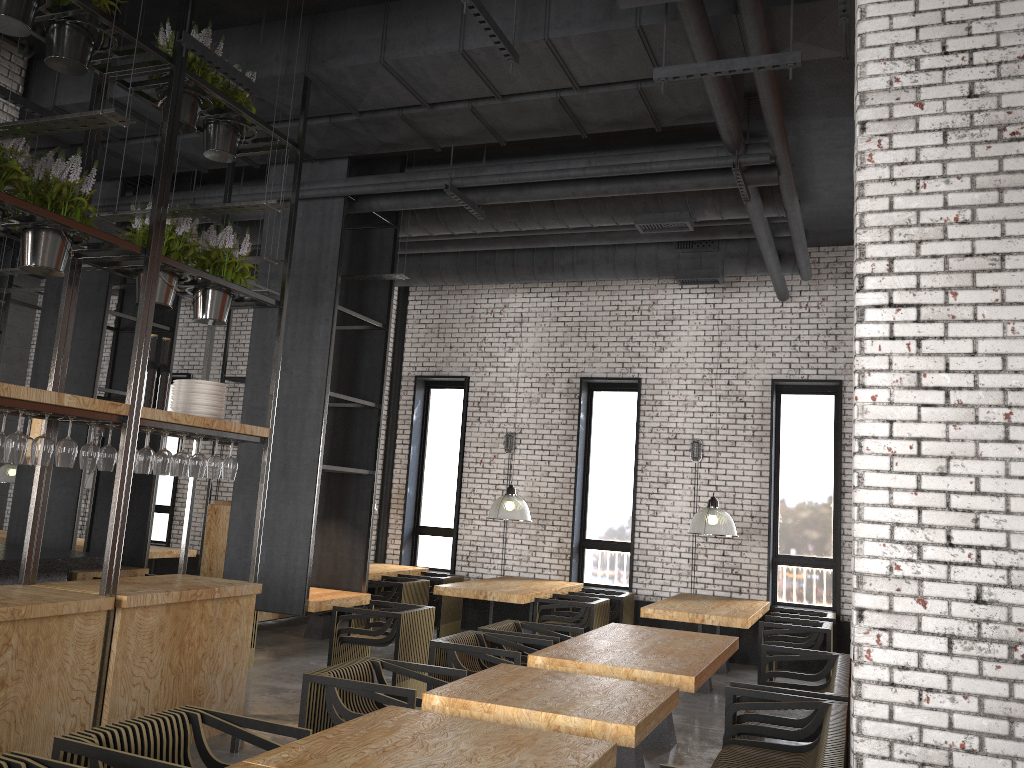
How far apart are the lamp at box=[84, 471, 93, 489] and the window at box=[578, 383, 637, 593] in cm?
672

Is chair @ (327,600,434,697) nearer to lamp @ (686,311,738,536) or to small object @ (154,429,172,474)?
small object @ (154,429,172,474)

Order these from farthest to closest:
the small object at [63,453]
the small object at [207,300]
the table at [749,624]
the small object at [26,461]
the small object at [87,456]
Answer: the table at [749,624] < the small object at [207,300] < the small object at [87,456] < the small object at [26,461] < the small object at [63,453]

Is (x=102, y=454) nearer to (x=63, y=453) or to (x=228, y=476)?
(x=63, y=453)

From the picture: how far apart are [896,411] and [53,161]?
4.3m

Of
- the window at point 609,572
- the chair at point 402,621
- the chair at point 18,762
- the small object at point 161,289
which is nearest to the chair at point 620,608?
the window at point 609,572

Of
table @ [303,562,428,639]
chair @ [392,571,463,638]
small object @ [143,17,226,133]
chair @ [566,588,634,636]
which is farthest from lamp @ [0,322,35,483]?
small object @ [143,17,226,133]

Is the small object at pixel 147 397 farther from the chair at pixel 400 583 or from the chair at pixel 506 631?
the chair at pixel 400 583

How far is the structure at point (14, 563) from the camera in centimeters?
574cm

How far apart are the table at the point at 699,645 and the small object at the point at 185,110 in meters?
4.3 m
